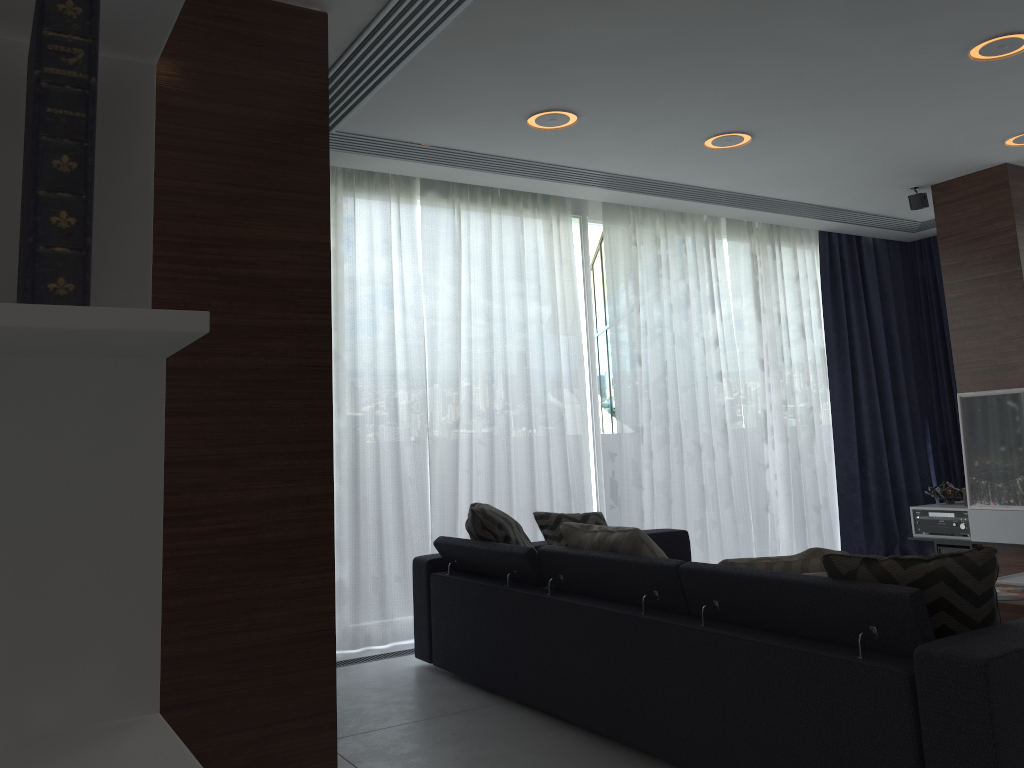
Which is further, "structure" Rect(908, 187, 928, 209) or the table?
"structure" Rect(908, 187, 928, 209)

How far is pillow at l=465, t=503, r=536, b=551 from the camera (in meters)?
3.90

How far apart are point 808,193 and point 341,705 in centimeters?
419cm

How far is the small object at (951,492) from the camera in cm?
584

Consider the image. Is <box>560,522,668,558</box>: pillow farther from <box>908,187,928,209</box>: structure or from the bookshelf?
<box>908,187,928,209</box>: structure

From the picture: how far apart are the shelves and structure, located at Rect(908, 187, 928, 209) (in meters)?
1.93

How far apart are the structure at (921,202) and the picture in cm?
123

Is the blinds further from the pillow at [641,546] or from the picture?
the pillow at [641,546]

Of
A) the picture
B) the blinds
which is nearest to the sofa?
the blinds

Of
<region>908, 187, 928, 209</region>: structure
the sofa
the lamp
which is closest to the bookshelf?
the sofa
